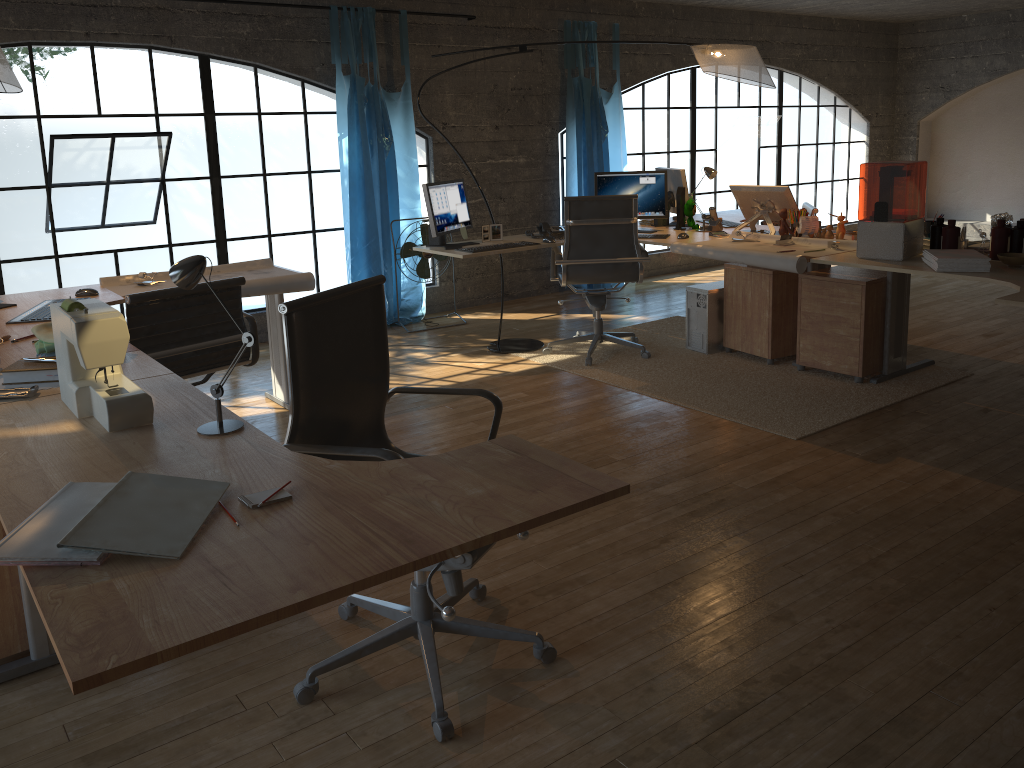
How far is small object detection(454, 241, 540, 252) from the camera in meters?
5.0

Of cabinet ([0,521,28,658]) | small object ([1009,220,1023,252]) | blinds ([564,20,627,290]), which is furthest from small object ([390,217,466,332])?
cabinet ([0,521,28,658])

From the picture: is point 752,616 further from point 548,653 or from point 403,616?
point 403,616

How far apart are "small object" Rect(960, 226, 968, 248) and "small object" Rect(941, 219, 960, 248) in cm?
22

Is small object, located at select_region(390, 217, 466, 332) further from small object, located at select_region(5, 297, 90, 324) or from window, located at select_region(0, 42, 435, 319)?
small object, located at select_region(5, 297, 90, 324)

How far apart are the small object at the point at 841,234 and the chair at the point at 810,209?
0.91m

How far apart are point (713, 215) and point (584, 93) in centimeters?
226cm

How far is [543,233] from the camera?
5.5 meters

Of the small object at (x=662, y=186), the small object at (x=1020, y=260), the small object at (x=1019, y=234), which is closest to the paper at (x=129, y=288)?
the small object at (x=662, y=186)

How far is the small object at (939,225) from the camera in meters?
4.2
